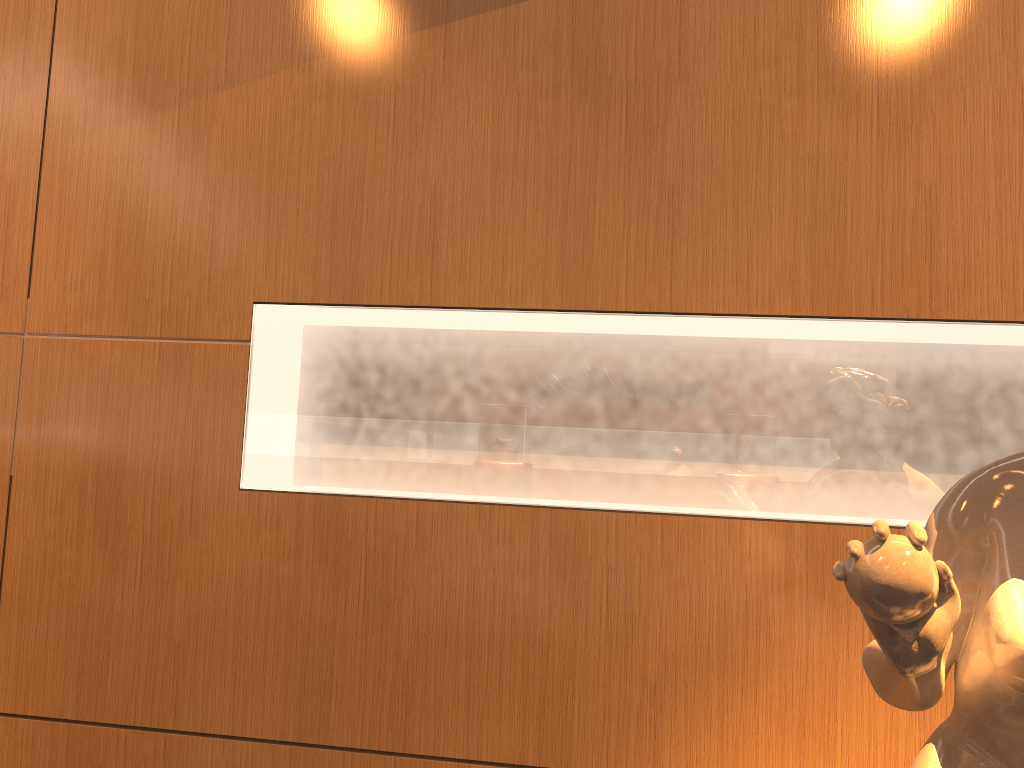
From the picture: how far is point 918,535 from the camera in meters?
0.9 m

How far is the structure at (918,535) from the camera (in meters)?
0.91

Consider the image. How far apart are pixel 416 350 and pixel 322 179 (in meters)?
0.43

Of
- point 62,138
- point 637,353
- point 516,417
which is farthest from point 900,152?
point 62,138

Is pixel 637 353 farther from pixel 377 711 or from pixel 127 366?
pixel 127 366

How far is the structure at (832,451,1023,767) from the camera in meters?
0.9 m
